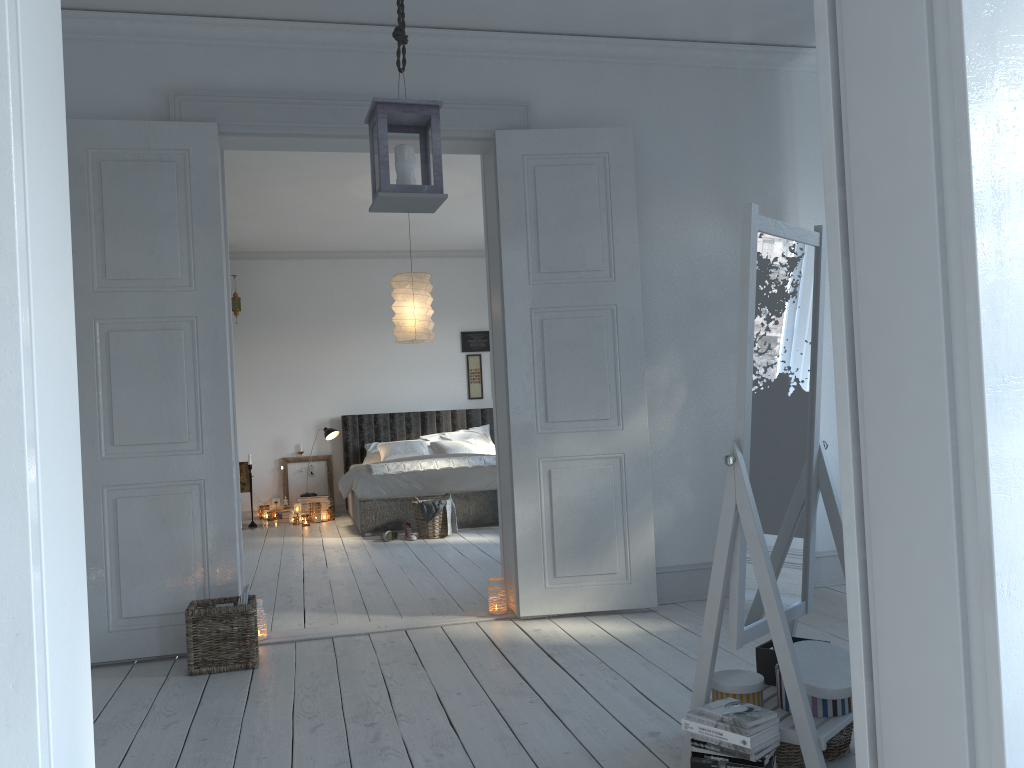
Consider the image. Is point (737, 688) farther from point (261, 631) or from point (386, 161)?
point (261, 631)

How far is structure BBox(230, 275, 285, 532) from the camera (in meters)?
8.85

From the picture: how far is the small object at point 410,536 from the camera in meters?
7.1

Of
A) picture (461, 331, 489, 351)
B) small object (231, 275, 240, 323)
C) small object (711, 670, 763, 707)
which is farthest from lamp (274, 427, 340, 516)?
small object (711, 670, 763, 707)

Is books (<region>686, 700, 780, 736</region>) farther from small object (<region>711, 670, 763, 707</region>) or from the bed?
the bed

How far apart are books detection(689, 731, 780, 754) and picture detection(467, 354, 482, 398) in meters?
7.9 m

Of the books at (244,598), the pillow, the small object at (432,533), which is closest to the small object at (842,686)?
the books at (244,598)

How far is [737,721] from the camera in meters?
2.1 m

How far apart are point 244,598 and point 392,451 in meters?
5.2

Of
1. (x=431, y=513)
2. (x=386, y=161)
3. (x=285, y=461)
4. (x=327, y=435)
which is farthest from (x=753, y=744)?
(x=285, y=461)
